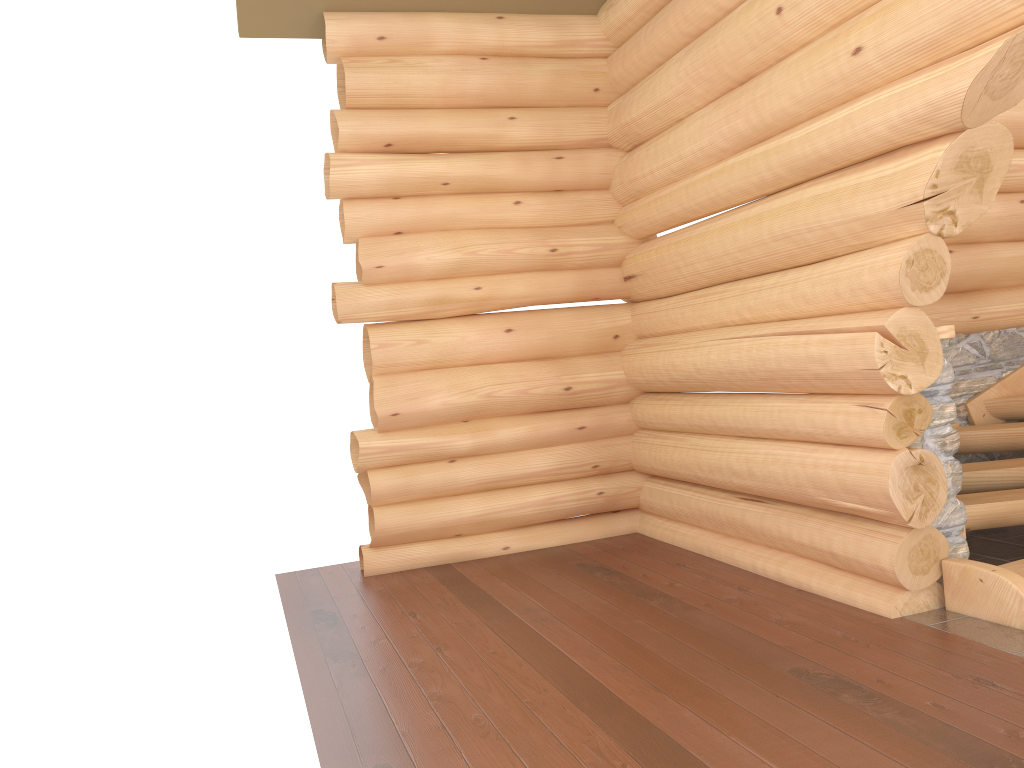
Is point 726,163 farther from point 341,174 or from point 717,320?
point 341,174

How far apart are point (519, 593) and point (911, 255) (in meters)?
3.20

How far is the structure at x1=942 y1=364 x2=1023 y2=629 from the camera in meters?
4.4 m

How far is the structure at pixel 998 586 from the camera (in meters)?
4.41
